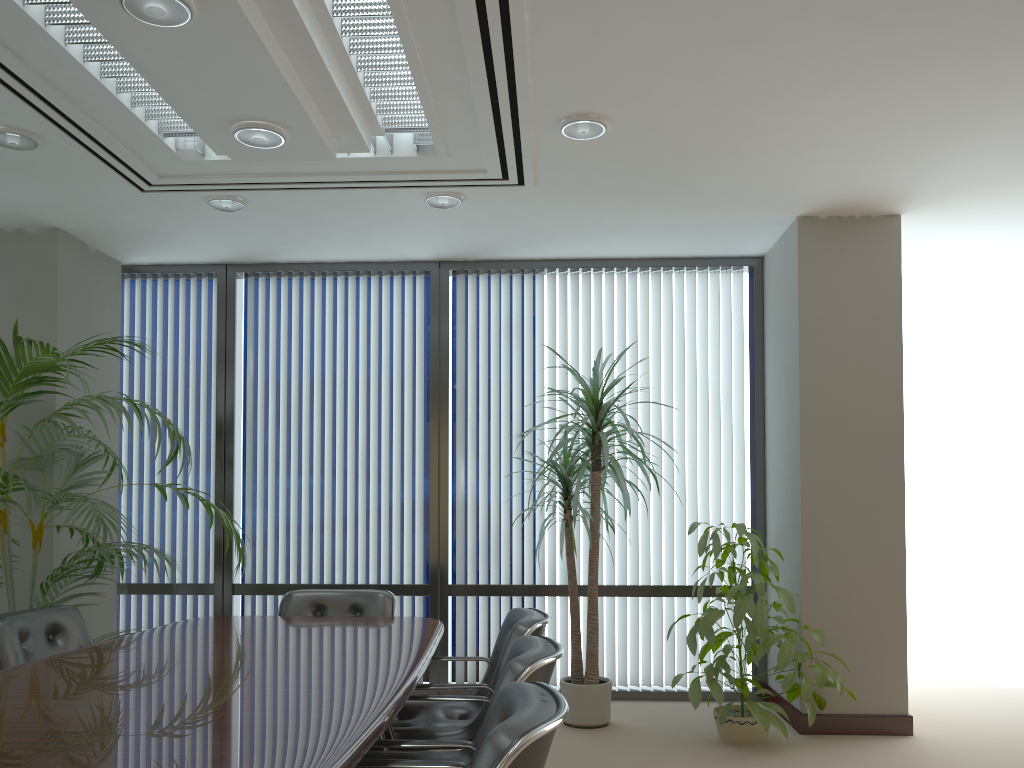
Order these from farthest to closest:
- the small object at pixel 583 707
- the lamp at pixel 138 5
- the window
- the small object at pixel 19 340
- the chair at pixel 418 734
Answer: the window, the small object at pixel 583 707, the small object at pixel 19 340, the chair at pixel 418 734, the lamp at pixel 138 5

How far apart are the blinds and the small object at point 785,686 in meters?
0.7 m

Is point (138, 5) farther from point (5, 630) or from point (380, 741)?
point (5, 630)

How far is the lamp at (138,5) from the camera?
2.7 meters

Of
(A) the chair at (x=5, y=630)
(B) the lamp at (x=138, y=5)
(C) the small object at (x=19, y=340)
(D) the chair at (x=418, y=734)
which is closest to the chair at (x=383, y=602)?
(C) the small object at (x=19, y=340)

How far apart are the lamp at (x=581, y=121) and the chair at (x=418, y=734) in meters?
2.2

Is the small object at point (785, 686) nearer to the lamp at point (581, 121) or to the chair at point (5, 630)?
the lamp at point (581, 121)

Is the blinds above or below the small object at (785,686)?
above

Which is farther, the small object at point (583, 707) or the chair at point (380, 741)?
the small object at point (583, 707)

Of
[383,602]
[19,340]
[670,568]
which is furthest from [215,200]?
[670,568]
